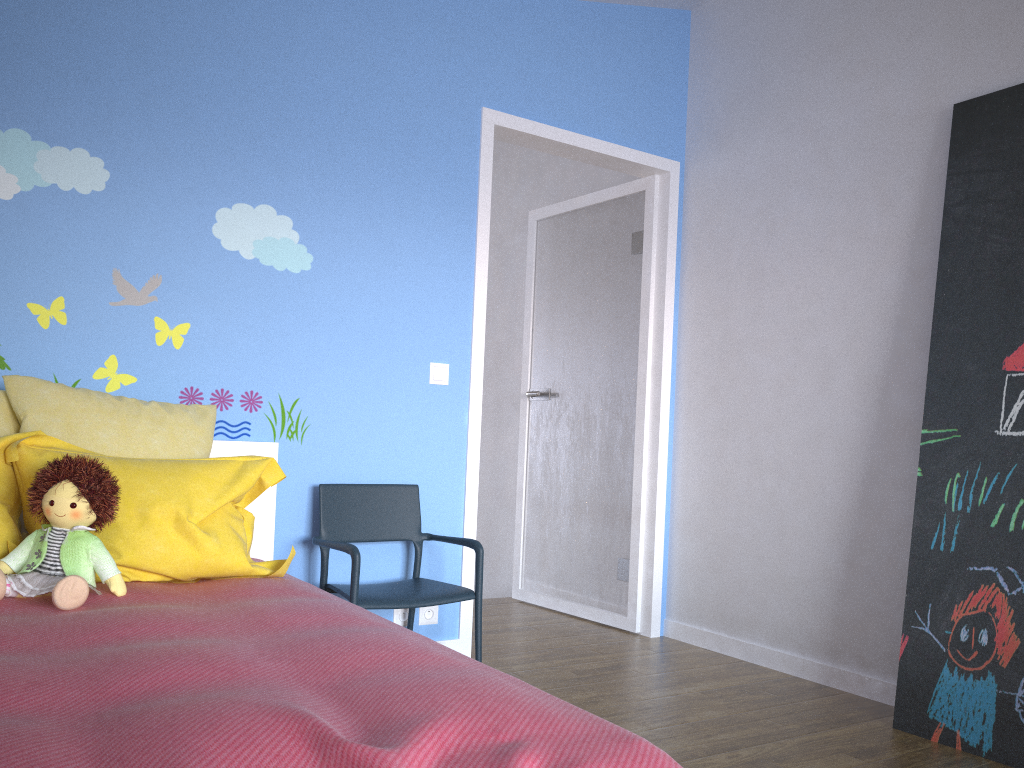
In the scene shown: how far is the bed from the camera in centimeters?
107cm

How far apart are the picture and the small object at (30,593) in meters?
2.3 m

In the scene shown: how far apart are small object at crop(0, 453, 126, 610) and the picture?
2.25m

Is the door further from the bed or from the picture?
the picture

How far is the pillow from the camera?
2.1 meters

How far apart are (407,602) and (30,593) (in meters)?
1.19

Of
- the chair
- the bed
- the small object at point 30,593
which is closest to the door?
the chair

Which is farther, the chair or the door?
the door

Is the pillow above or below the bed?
above

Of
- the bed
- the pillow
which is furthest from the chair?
the pillow
